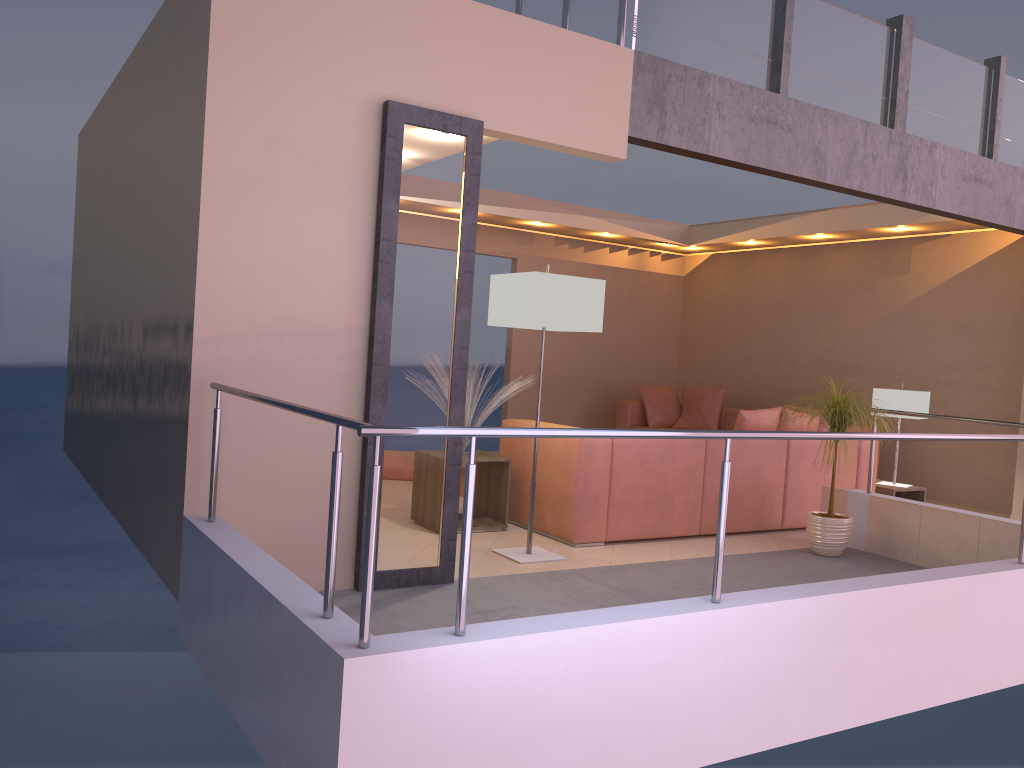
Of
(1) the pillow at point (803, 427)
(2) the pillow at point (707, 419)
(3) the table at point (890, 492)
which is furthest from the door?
(2) the pillow at point (707, 419)

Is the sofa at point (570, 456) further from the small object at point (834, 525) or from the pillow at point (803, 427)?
the small object at point (834, 525)

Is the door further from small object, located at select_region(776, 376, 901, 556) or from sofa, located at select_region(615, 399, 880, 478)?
sofa, located at select_region(615, 399, 880, 478)

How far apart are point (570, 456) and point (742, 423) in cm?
155

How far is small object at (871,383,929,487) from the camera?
6.7 meters

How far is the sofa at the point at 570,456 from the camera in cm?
515

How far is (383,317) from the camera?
3.9m

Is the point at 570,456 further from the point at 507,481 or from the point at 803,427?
the point at 803,427

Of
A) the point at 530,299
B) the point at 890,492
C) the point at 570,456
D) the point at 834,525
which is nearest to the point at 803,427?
the point at 890,492

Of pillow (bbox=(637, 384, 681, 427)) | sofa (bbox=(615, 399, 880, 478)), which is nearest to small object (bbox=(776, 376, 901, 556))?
sofa (bbox=(615, 399, 880, 478))
